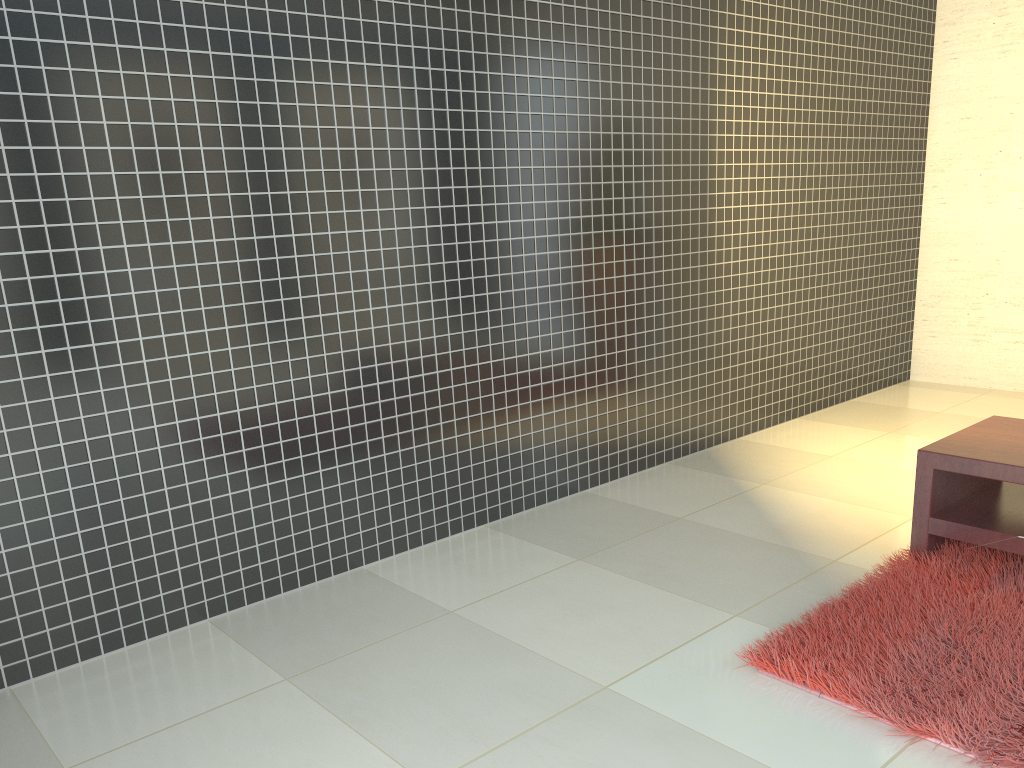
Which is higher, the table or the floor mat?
the table

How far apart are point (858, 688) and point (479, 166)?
2.4 meters

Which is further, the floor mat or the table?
the table

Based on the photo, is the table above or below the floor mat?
above

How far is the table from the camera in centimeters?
298cm

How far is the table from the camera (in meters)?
2.98

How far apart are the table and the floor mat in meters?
0.0 m

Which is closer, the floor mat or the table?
the floor mat

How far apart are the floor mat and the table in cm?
4
